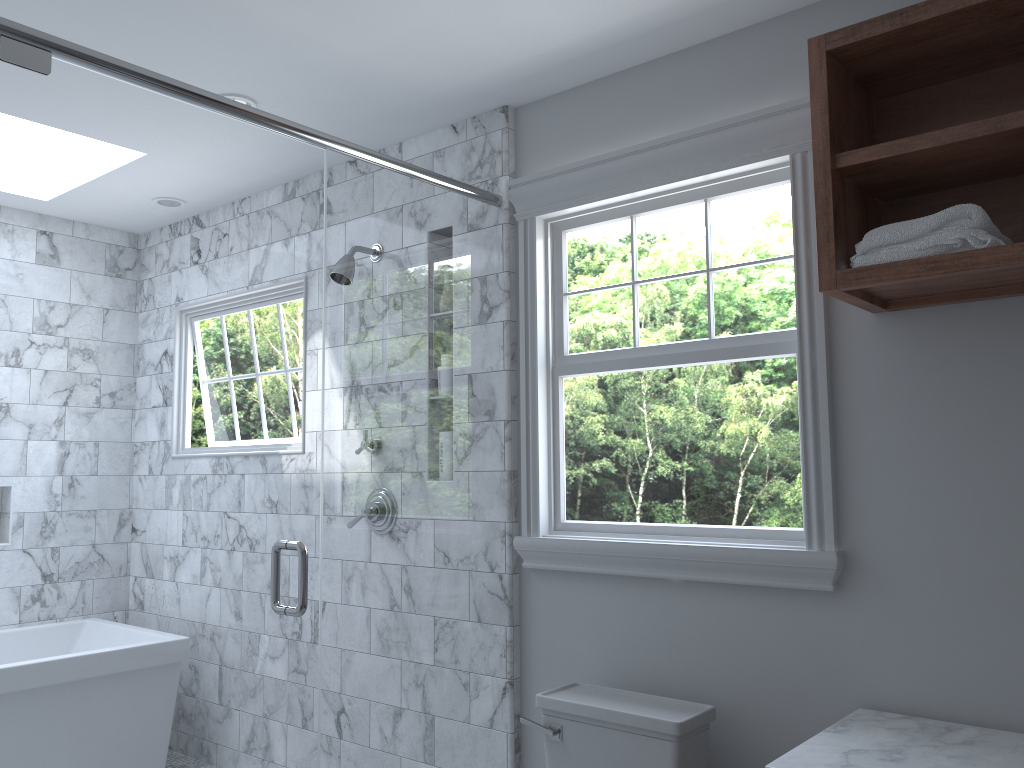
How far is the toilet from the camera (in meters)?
2.16

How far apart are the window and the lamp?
0.90m

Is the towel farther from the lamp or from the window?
the lamp

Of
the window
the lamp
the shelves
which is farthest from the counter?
the lamp

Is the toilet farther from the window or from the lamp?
the lamp

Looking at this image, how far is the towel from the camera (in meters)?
1.74

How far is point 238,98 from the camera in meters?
2.9

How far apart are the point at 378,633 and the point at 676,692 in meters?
2.9 m

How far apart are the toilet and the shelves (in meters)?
1.07

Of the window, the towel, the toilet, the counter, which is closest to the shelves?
the towel
